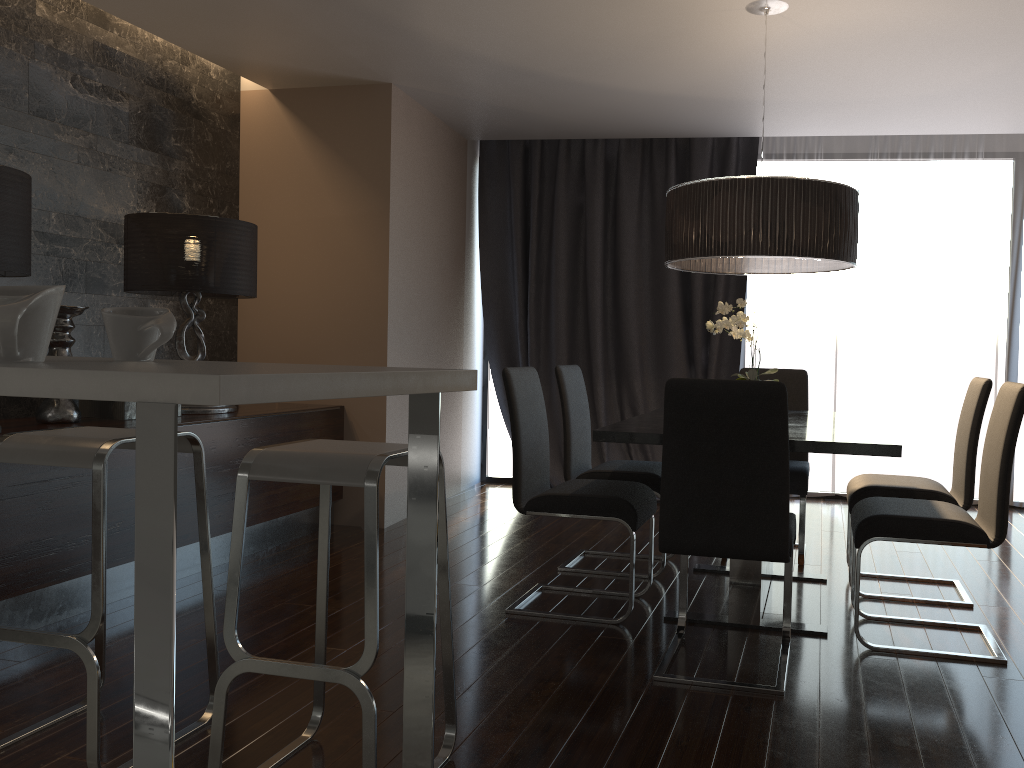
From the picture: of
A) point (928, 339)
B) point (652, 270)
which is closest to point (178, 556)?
point (652, 270)

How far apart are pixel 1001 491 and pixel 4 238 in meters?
3.5

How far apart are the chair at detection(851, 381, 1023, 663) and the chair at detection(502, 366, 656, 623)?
0.8m

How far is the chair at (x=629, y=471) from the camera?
4.0m

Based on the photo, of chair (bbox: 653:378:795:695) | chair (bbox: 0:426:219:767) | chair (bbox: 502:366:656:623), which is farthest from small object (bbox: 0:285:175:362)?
chair (bbox: 502:366:656:623)

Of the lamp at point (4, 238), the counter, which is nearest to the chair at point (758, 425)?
the counter

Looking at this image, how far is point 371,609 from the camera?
1.93m

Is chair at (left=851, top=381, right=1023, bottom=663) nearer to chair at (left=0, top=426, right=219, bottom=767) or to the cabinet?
the cabinet

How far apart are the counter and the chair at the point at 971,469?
2.5 meters

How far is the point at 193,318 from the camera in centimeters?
450cm
